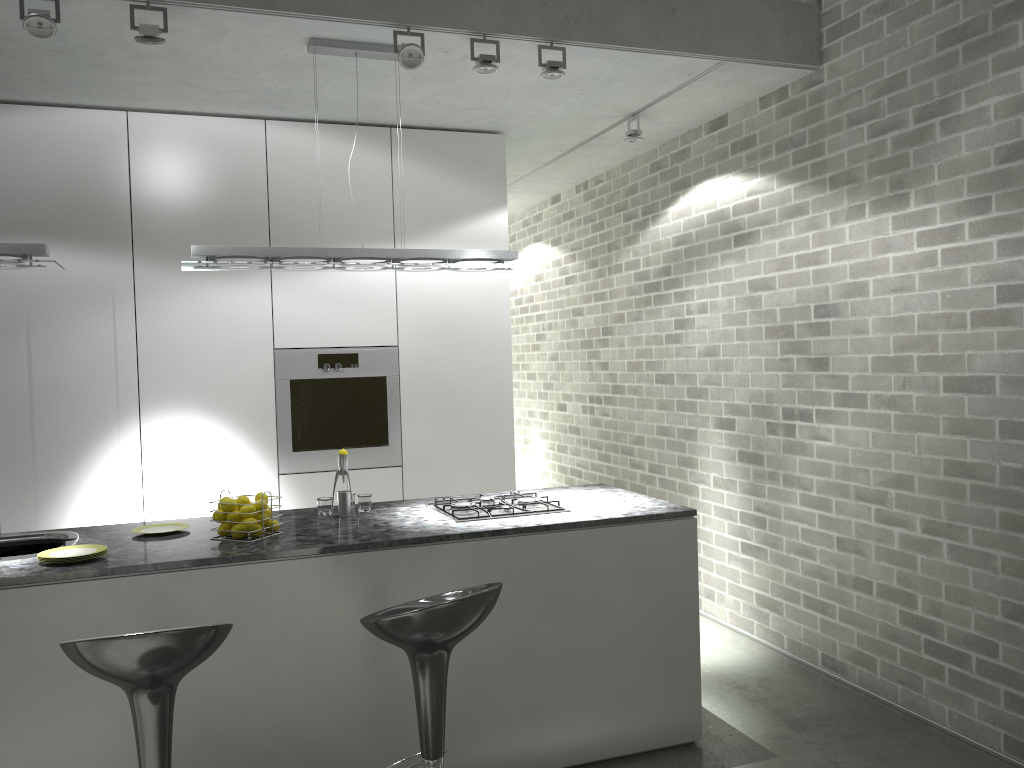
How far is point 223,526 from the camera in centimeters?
331cm

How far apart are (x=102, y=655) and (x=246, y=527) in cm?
95

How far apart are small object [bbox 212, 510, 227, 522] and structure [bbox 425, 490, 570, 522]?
0.88m

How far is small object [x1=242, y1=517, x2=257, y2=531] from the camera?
3.3 meters

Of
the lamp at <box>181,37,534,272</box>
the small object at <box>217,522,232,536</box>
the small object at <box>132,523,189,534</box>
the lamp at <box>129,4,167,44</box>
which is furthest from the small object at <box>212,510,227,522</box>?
the lamp at <box>129,4,167,44</box>

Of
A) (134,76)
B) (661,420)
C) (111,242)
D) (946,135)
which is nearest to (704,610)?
(661,420)

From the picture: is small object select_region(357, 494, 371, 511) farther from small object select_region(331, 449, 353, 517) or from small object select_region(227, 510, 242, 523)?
small object select_region(227, 510, 242, 523)

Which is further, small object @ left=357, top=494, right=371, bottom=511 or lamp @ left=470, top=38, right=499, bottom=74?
small object @ left=357, top=494, right=371, bottom=511

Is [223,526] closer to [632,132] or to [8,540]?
[8,540]

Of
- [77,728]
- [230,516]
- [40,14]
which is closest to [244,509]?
[230,516]
